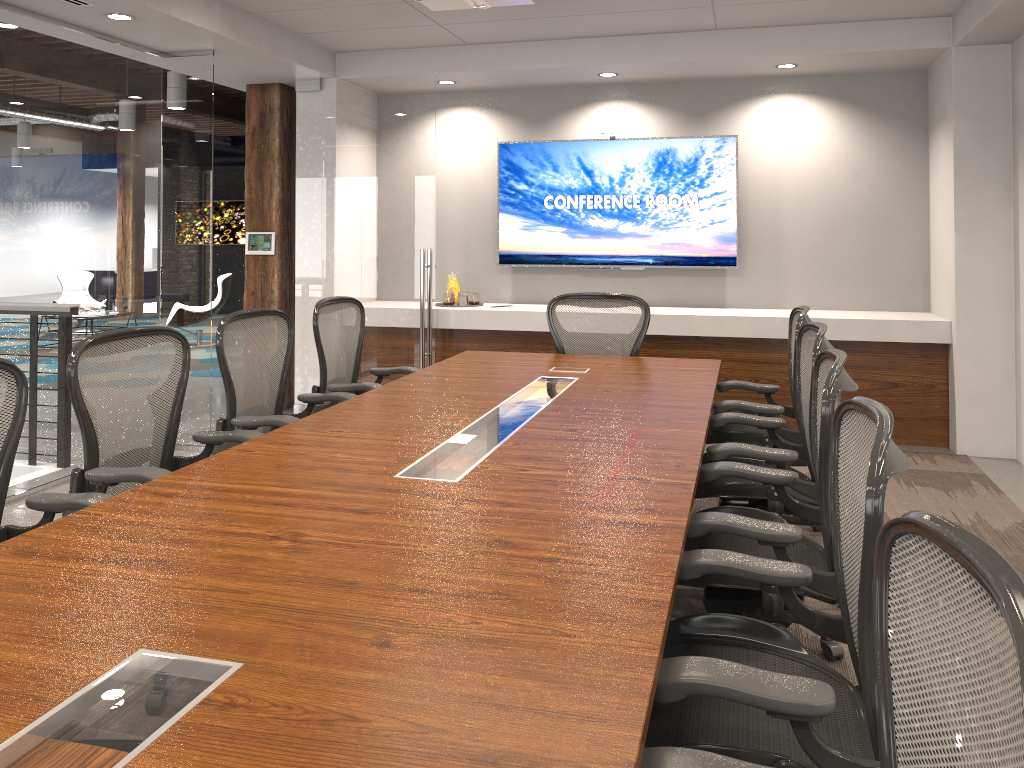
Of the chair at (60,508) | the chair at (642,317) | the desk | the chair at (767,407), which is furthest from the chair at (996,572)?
the chair at (642,317)

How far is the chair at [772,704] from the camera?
1.5 meters

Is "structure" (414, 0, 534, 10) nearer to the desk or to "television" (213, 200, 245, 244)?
the desk

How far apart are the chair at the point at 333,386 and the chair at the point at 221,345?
0.2 meters

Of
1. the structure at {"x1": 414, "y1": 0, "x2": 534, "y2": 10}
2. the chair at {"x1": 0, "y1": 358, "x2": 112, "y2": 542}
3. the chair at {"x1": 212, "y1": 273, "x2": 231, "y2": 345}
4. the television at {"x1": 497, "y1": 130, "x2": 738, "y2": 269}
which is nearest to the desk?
the chair at {"x1": 0, "y1": 358, "x2": 112, "y2": 542}

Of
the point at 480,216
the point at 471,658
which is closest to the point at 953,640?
the point at 471,658

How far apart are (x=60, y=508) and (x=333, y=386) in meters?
1.9 m

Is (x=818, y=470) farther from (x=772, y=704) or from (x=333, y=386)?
(x=333, y=386)

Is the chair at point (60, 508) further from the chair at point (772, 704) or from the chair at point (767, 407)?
the chair at point (767, 407)

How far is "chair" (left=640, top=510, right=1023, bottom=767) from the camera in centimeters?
90cm
